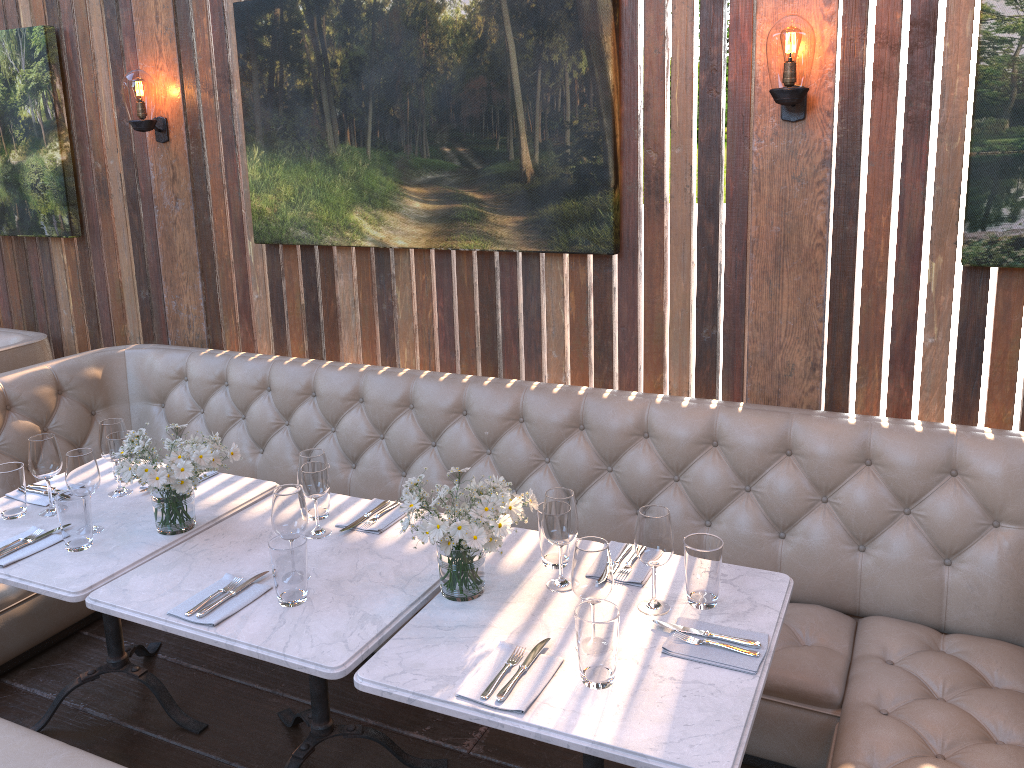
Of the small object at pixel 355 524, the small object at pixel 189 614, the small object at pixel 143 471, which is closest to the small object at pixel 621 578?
the small object at pixel 355 524

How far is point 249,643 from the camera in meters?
2.0 m

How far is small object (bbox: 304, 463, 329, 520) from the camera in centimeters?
263cm

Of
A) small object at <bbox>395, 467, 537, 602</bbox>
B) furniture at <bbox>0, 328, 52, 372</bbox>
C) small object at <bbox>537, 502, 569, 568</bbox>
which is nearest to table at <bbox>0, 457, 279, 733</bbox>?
small object at <bbox>395, 467, 537, 602</bbox>

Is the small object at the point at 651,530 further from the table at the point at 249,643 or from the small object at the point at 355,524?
the small object at the point at 355,524

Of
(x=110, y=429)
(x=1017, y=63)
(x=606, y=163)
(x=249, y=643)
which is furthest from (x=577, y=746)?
(x=1017, y=63)

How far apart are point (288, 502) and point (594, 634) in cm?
87

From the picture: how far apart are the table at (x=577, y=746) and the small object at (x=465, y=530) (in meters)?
0.01

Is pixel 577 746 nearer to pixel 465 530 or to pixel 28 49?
pixel 465 530

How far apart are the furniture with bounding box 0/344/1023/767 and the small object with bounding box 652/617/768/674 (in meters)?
0.46
